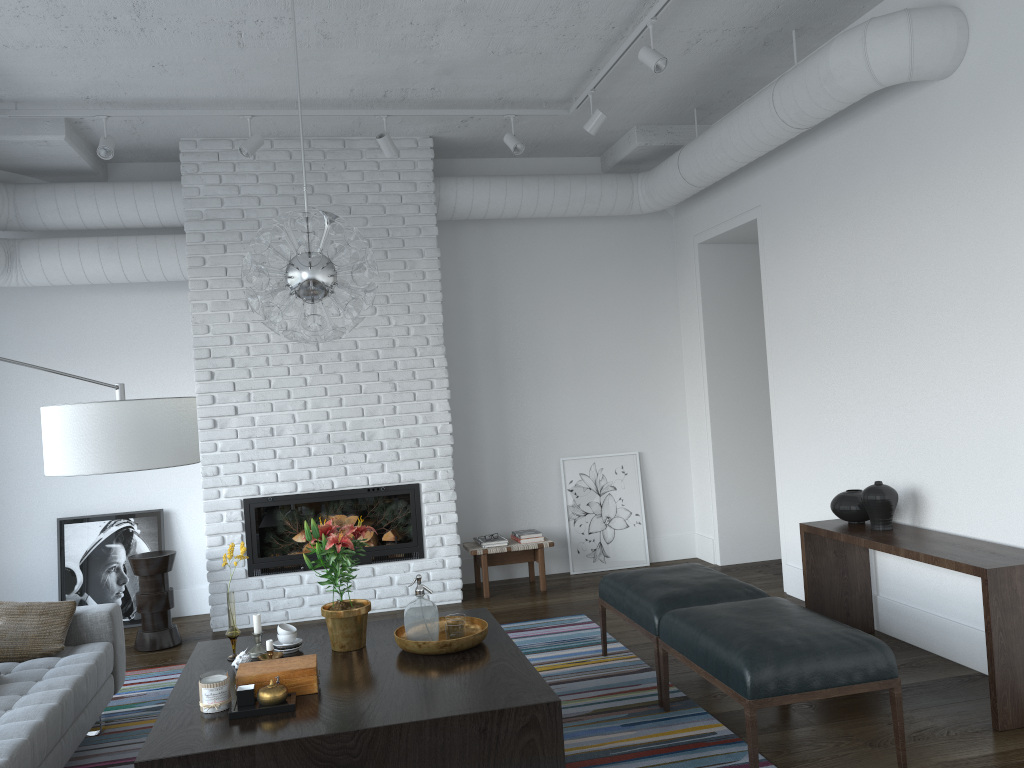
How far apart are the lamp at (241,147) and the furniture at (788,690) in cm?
348

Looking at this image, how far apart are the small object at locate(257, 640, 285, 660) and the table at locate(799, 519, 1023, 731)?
2.7 meters

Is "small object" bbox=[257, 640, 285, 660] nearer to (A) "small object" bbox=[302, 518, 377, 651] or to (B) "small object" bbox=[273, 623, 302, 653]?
(B) "small object" bbox=[273, 623, 302, 653]

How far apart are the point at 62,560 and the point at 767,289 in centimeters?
505cm

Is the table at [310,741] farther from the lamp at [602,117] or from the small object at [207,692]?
the lamp at [602,117]

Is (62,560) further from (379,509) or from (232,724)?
(232,724)

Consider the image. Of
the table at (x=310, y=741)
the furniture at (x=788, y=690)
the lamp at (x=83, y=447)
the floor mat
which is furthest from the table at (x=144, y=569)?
the furniture at (x=788, y=690)

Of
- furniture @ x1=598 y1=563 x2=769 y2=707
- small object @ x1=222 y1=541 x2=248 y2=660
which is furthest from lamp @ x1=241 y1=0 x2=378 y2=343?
furniture @ x1=598 y1=563 x2=769 y2=707

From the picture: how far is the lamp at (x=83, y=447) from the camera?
2.5m

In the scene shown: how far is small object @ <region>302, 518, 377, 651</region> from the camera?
3.56m
